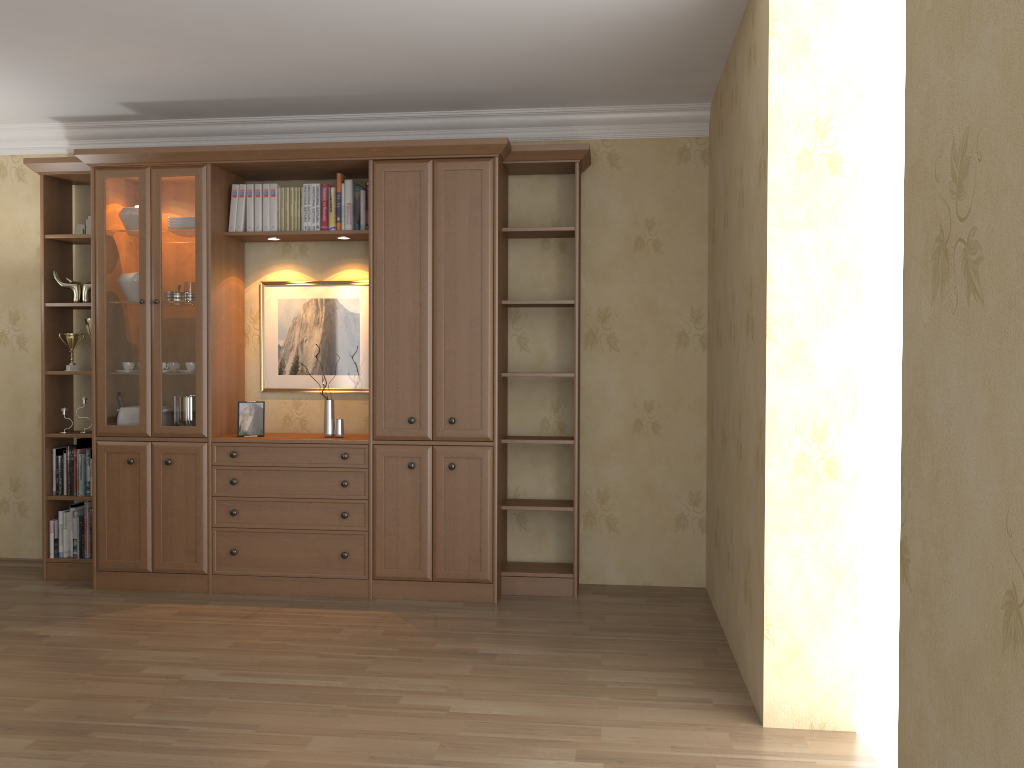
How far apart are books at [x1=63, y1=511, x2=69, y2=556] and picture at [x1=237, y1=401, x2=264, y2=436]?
1.18m

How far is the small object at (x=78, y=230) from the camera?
5.0m

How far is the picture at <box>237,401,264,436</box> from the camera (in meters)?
4.77

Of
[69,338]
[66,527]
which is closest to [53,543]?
[66,527]

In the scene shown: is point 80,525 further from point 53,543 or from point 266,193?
point 266,193

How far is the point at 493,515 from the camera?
4.50m

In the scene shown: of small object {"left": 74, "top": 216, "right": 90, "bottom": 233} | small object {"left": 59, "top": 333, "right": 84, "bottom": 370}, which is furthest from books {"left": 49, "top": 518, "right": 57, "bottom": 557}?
small object {"left": 74, "top": 216, "right": 90, "bottom": 233}

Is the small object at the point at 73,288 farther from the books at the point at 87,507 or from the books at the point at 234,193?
the books at the point at 87,507

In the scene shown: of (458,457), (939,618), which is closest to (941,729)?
(939,618)

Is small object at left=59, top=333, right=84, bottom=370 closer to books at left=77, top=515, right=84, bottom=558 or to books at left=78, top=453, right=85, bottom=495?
books at left=78, top=453, right=85, bottom=495
